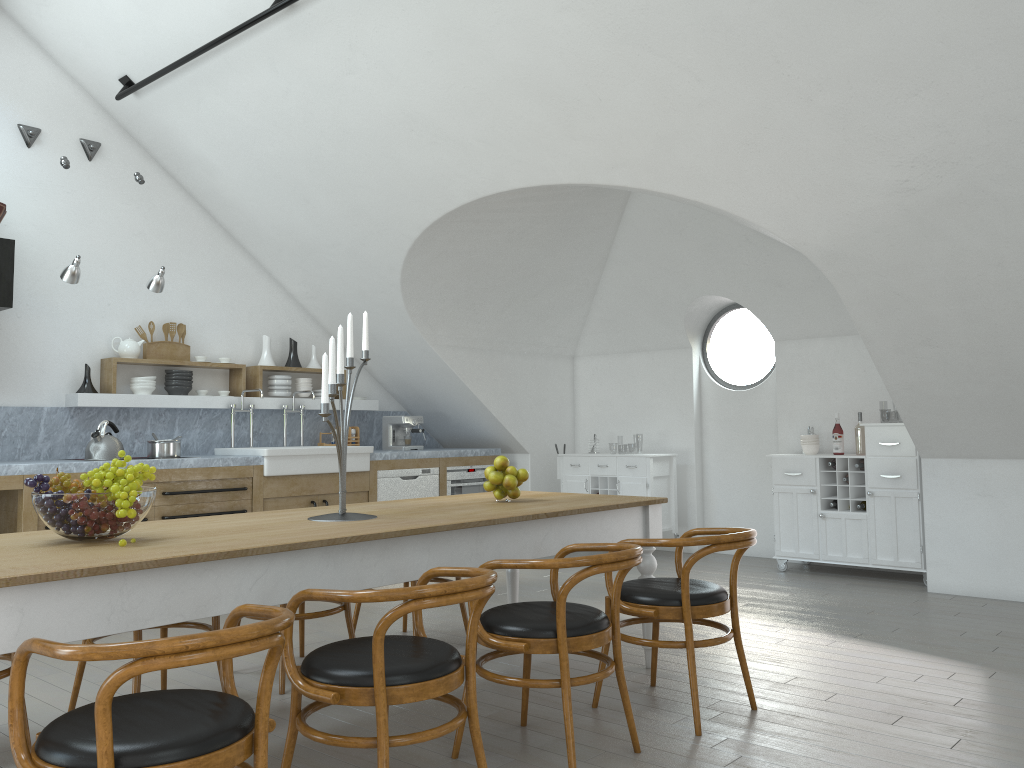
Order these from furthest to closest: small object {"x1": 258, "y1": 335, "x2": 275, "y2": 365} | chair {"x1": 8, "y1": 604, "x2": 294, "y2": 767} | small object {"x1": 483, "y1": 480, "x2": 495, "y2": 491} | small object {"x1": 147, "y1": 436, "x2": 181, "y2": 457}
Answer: small object {"x1": 258, "y1": 335, "x2": 275, "y2": 365} < small object {"x1": 147, "y1": 436, "x2": 181, "y2": 457} < small object {"x1": 483, "y1": 480, "x2": 495, "y2": 491} < chair {"x1": 8, "y1": 604, "x2": 294, "y2": 767}

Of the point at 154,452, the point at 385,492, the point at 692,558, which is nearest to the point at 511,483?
the point at 692,558

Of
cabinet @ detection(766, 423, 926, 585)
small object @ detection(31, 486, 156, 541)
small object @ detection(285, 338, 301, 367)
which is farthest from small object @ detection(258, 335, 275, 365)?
small object @ detection(31, 486, 156, 541)

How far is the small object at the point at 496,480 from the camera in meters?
4.0

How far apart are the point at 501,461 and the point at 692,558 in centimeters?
109cm

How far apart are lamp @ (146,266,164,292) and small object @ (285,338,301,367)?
1.75m

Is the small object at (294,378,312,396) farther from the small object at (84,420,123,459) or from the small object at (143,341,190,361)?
the small object at (84,420,123,459)

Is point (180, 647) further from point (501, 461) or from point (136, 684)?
point (501, 461)

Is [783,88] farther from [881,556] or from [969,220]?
[881,556]

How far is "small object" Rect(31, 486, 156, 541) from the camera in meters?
2.6
